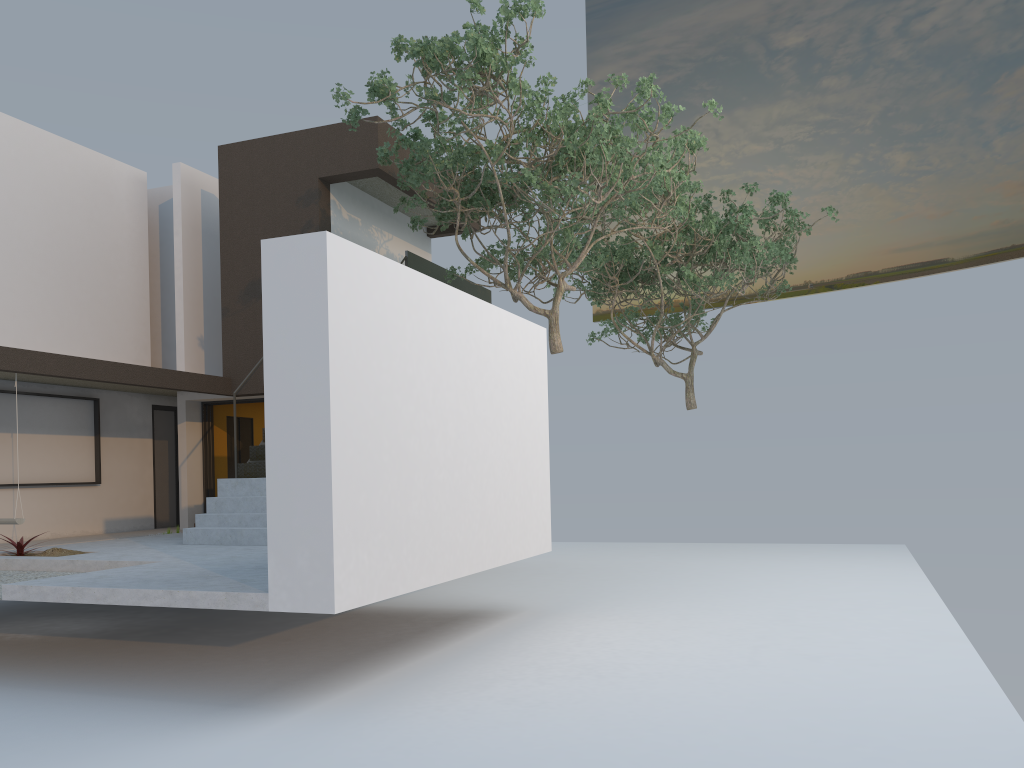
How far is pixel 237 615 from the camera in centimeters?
941cm

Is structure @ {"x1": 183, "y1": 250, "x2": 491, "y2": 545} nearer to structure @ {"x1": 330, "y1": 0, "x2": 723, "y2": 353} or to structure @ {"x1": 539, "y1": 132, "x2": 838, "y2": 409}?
structure @ {"x1": 330, "y1": 0, "x2": 723, "y2": 353}

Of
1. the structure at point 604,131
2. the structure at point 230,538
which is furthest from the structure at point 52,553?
the structure at point 604,131

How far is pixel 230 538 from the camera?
9.6 meters

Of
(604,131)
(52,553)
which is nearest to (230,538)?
(52,553)

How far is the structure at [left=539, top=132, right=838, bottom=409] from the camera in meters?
15.6

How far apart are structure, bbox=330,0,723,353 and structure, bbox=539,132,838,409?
1.65m

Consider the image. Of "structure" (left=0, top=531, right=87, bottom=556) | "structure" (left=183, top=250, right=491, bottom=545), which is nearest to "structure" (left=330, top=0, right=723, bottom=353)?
"structure" (left=183, top=250, right=491, bottom=545)

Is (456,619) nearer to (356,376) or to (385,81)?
(356,376)

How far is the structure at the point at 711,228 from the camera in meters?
15.6
